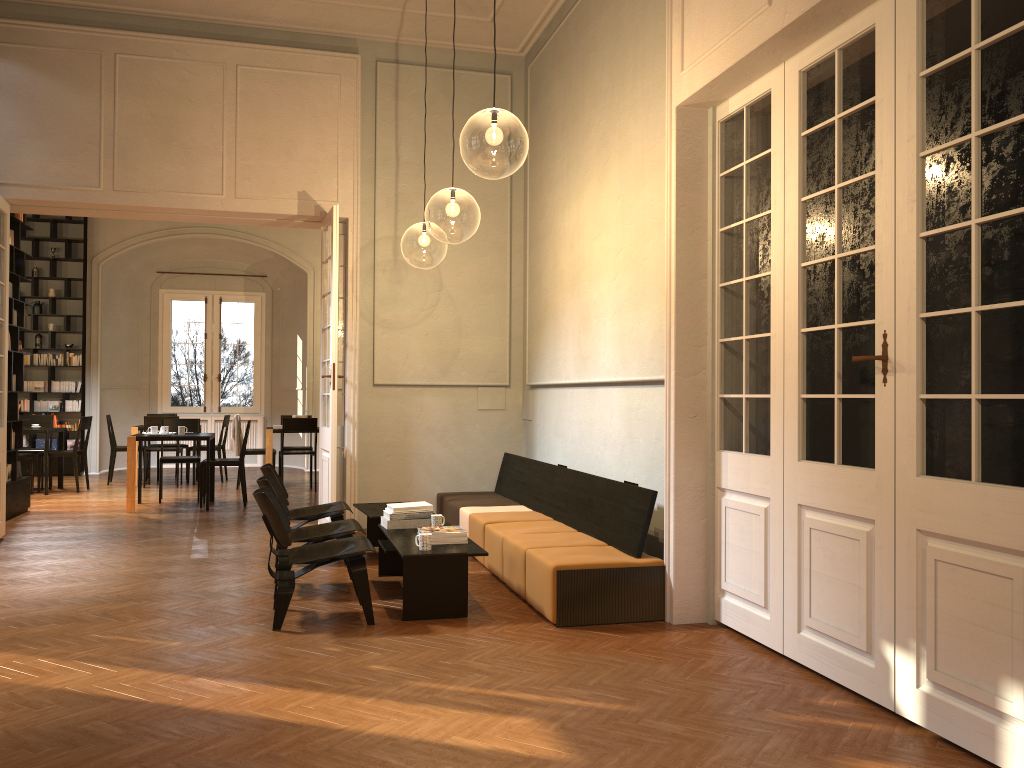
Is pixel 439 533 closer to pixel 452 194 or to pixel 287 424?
pixel 452 194

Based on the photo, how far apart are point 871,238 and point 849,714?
2.1 meters

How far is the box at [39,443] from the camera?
14.9m

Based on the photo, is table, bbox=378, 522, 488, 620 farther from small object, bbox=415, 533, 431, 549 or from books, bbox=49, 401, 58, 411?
books, bbox=49, 401, 58, 411

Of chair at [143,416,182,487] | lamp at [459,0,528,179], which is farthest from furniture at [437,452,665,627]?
chair at [143,416,182,487]

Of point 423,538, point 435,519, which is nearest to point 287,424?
point 435,519

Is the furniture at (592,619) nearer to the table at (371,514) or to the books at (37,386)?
the table at (371,514)

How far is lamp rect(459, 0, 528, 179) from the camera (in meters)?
7.69

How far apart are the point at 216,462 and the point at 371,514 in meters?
4.4

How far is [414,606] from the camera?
5.5 meters
